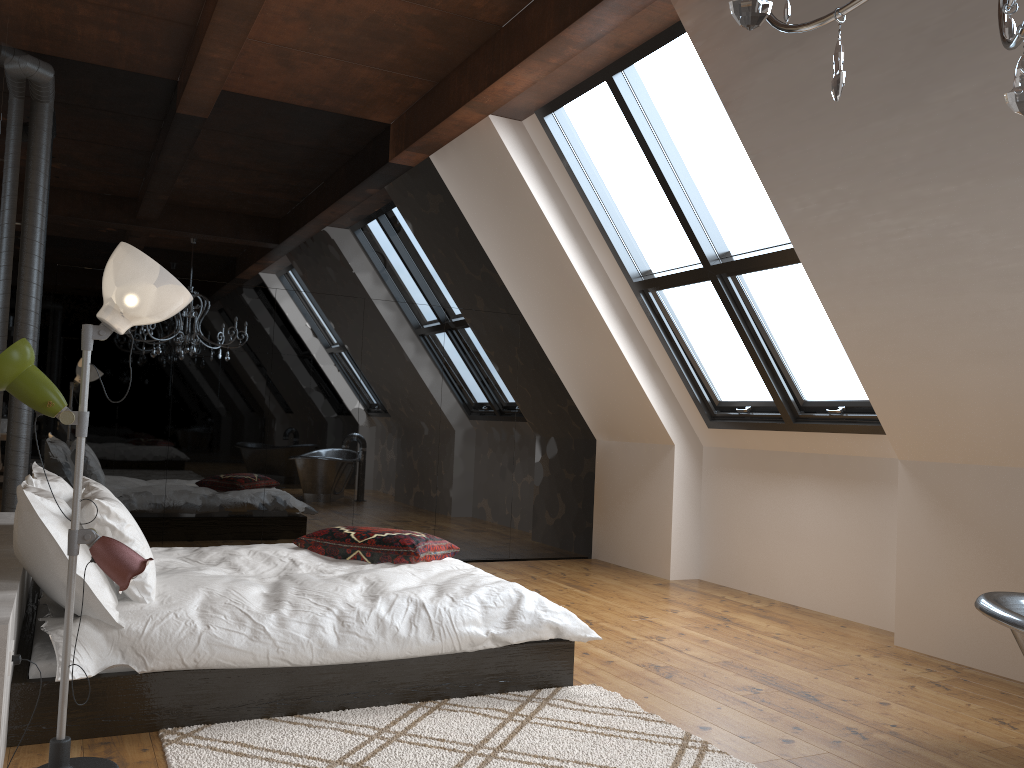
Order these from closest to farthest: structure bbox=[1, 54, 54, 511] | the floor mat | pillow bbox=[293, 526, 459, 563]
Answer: the floor mat < pillow bbox=[293, 526, 459, 563] < structure bbox=[1, 54, 54, 511]

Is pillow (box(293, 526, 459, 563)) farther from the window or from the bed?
the window

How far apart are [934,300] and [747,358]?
1.8 meters

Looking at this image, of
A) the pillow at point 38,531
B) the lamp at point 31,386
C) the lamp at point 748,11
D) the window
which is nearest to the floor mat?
the lamp at point 31,386

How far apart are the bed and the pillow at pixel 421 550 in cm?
3

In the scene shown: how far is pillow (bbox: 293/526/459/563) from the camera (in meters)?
4.31

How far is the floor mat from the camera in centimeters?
283cm

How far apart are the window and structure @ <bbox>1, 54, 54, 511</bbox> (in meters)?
2.96

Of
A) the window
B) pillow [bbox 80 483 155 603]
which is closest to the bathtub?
the window

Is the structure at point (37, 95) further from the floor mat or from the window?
the floor mat
